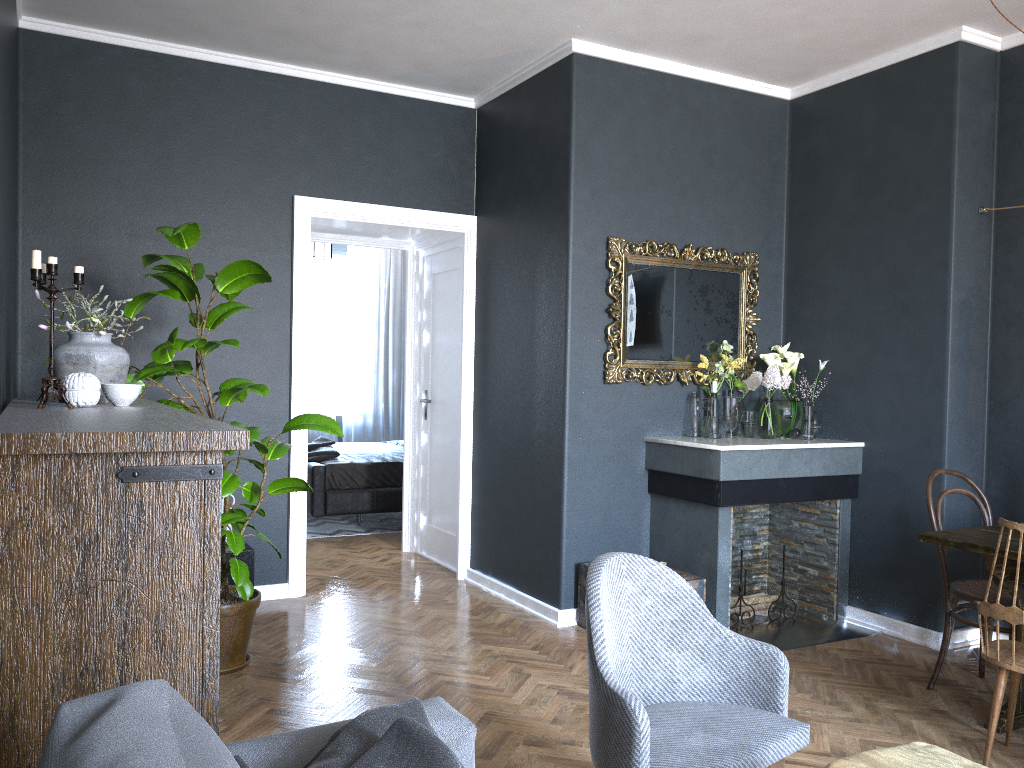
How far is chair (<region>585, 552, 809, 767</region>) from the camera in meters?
2.0

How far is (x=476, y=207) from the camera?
5.5 meters

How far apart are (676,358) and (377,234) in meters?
2.3 m

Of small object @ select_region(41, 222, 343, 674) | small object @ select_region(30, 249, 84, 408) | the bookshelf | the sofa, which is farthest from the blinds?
the sofa

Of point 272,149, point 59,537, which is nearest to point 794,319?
point 272,149

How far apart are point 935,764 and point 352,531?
5.8m

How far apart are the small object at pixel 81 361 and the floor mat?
4.18m

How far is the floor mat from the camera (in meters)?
7.14

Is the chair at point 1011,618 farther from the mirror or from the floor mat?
the floor mat

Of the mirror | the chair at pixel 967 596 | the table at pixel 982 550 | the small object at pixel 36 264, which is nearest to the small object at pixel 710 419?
the mirror
